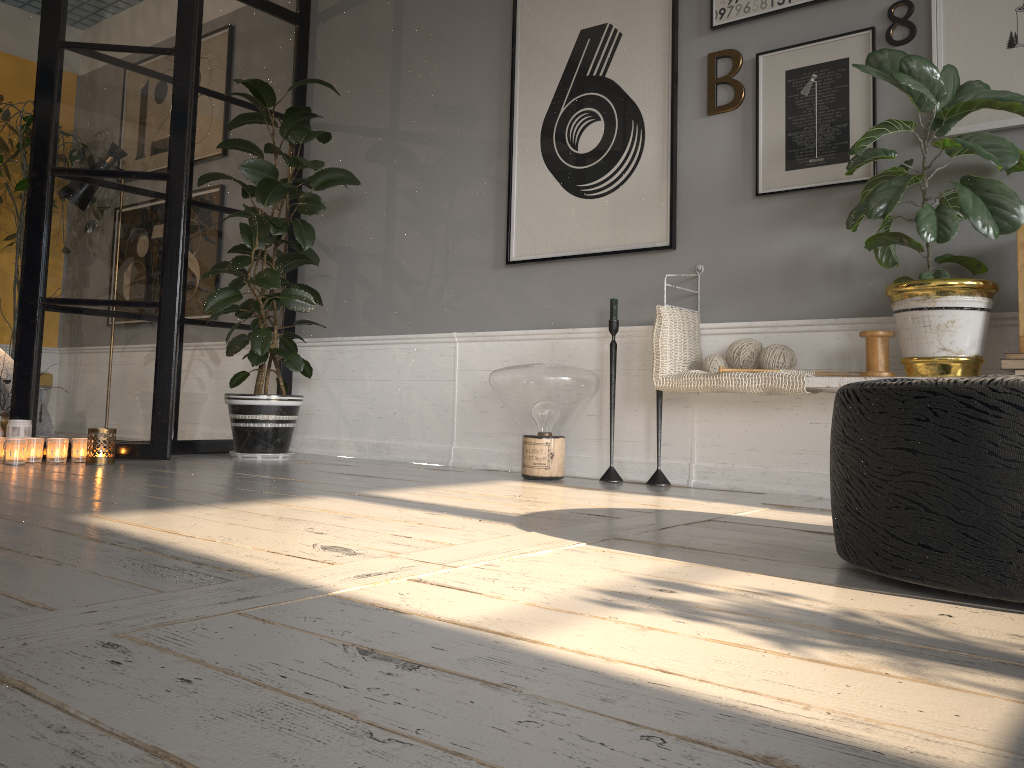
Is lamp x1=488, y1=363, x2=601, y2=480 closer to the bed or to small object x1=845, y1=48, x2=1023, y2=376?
small object x1=845, y1=48, x2=1023, y2=376

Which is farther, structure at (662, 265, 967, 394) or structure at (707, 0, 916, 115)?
structure at (707, 0, 916, 115)

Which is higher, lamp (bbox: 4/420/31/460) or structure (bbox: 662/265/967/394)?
structure (bbox: 662/265/967/394)

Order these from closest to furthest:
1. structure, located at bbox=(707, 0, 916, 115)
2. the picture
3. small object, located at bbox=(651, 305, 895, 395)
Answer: small object, located at bbox=(651, 305, 895, 395) < the picture < structure, located at bbox=(707, 0, 916, 115)

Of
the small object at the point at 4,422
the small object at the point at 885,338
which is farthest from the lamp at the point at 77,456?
the small object at the point at 885,338

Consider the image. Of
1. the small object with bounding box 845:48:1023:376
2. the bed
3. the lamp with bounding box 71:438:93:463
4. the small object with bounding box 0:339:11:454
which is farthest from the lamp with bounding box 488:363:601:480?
the bed

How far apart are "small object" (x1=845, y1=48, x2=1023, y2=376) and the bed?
3.68m

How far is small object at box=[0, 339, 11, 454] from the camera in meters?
3.8

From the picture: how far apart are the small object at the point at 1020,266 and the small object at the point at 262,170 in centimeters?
256cm

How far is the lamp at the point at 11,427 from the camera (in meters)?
3.51
